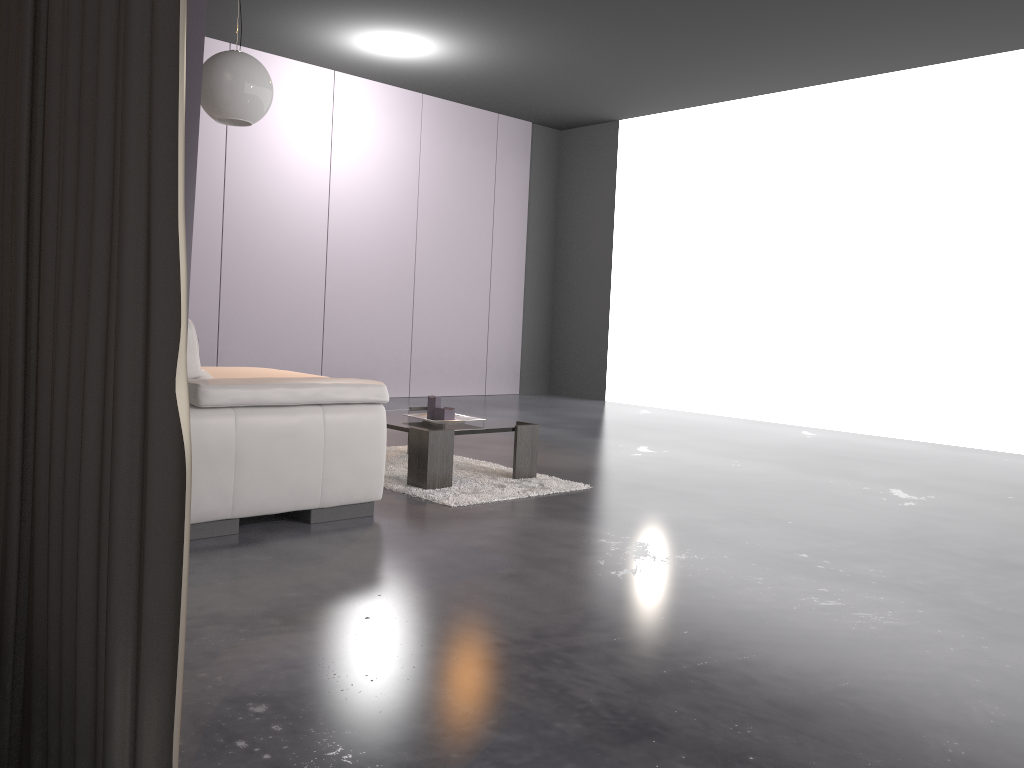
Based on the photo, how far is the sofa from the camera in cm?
303

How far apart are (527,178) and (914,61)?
4.0 meters

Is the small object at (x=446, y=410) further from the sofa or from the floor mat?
the sofa

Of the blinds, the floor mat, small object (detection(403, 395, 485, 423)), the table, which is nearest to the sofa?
the floor mat

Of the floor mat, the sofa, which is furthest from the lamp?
the floor mat

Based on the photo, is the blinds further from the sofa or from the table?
the table

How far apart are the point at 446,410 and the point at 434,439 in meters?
0.4 m

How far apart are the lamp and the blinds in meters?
2.0

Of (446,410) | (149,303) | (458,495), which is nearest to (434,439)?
(458,495)

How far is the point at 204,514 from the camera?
3.0 meters
